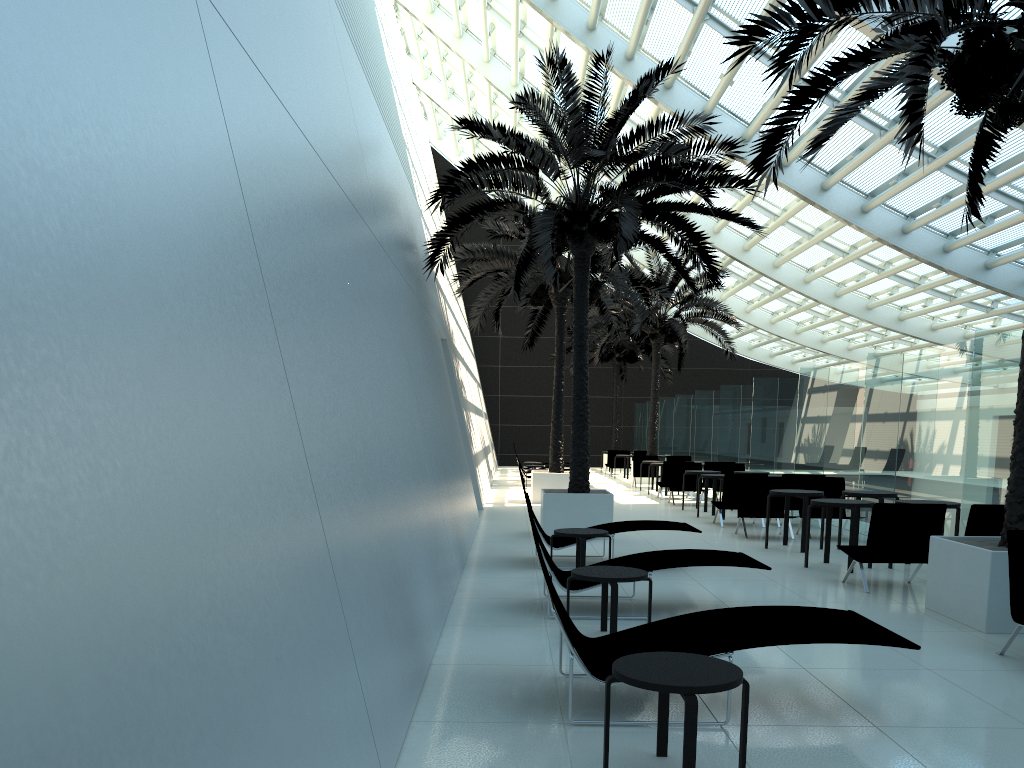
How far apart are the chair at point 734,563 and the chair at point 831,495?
5.98m

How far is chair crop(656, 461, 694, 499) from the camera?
19.8 meters

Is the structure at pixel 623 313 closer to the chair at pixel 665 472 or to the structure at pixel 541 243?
the chair at pixel 665 472

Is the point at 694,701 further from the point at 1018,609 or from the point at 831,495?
the point at 831,495

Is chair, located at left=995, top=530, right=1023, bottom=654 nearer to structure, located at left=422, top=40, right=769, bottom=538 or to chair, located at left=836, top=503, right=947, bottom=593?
chair, located at left=836, top=503, right=947, bottom=593

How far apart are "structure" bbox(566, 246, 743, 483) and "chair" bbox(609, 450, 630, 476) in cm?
396

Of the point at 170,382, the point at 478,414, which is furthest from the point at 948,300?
the point at 170,382

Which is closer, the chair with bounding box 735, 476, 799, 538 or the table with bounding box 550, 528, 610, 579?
the table with bounding box 550, 528, 610, 579

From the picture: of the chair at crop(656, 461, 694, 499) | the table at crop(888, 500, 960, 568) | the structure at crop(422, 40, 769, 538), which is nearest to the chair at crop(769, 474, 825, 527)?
the structure at crop(422, 40, 769, 538)

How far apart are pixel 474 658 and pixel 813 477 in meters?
9.0 m
